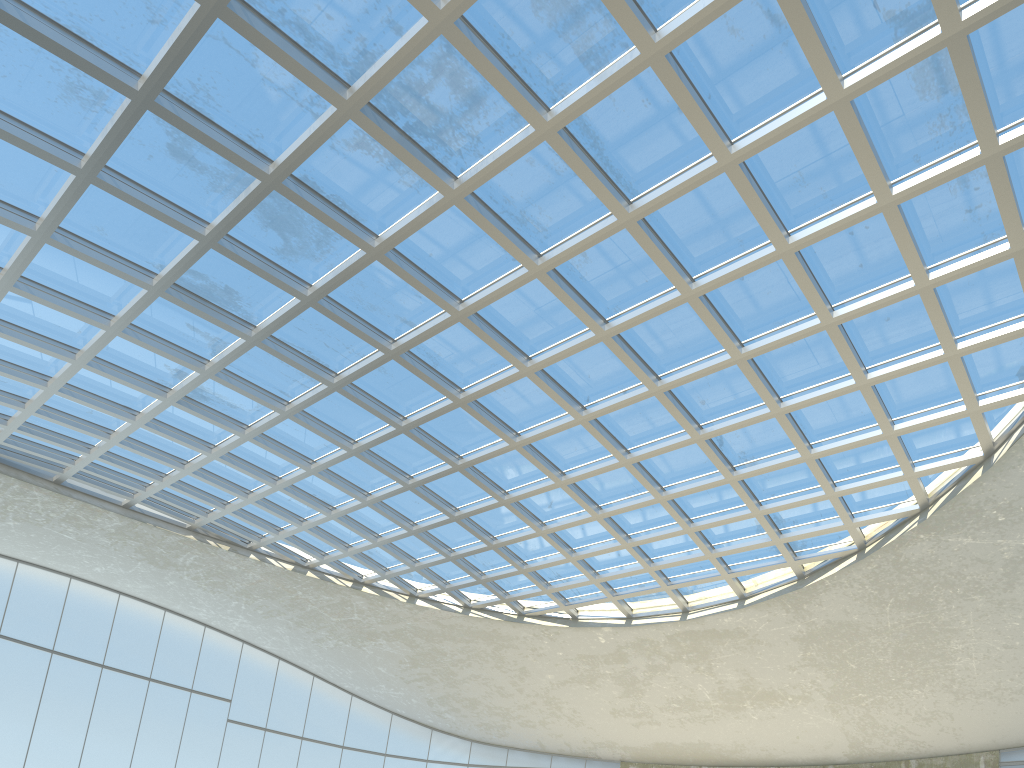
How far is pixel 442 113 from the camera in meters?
40.3
